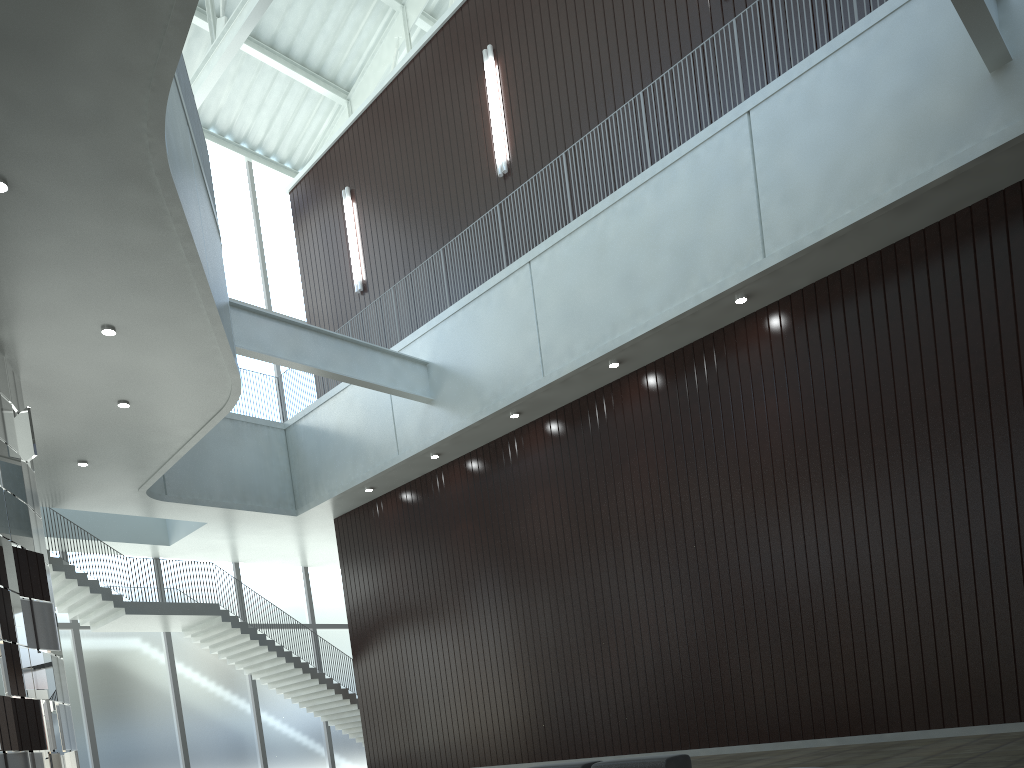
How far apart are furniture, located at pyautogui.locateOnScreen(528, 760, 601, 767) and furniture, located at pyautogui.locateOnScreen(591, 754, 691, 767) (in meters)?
1.29

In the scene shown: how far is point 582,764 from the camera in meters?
33.5 m

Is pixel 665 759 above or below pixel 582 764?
below

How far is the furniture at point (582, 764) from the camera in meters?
33.5

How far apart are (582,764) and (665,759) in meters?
4.3 m

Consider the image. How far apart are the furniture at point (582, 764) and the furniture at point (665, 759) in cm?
129

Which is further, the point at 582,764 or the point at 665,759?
the point at 582,764

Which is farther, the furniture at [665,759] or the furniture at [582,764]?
the furniture at [582,764]

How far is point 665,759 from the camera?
30.6 meters
